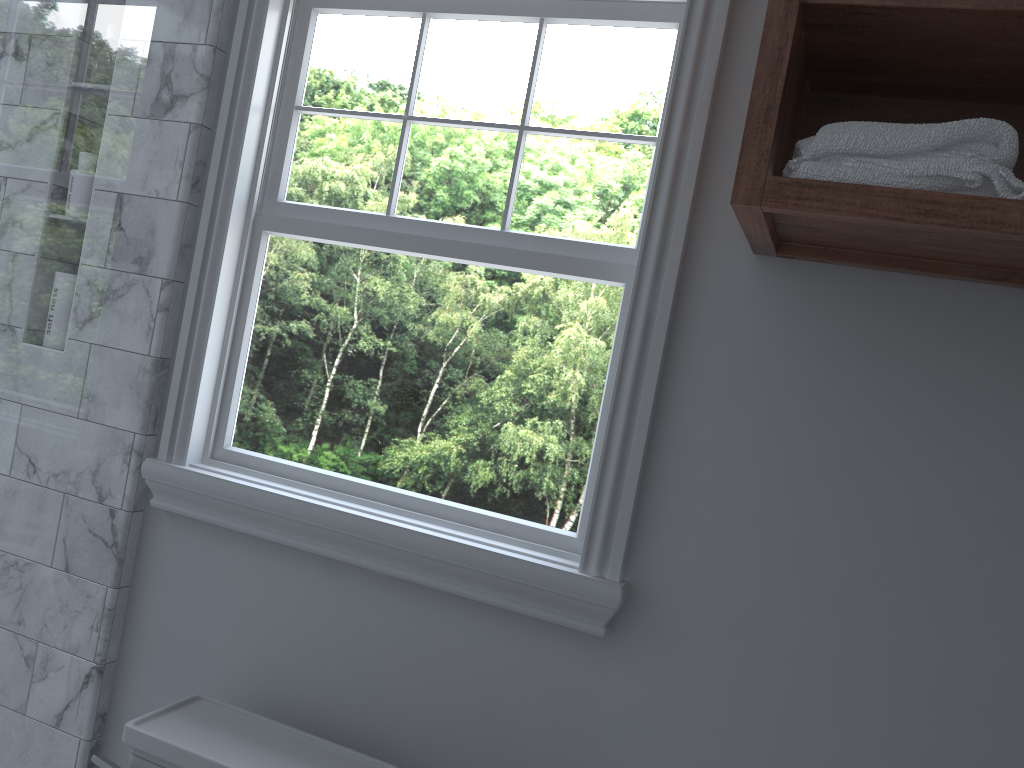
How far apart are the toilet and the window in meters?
0.3

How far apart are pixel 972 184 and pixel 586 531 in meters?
0.8

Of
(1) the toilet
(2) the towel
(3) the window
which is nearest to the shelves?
(2) the towel

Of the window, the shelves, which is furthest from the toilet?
the shelves

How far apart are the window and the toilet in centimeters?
32cm

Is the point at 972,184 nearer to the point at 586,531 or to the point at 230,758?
the point at 586,531

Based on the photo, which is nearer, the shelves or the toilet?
the shelves

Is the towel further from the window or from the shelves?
the window

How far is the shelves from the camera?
1.06m

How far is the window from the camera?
1.5 meters
